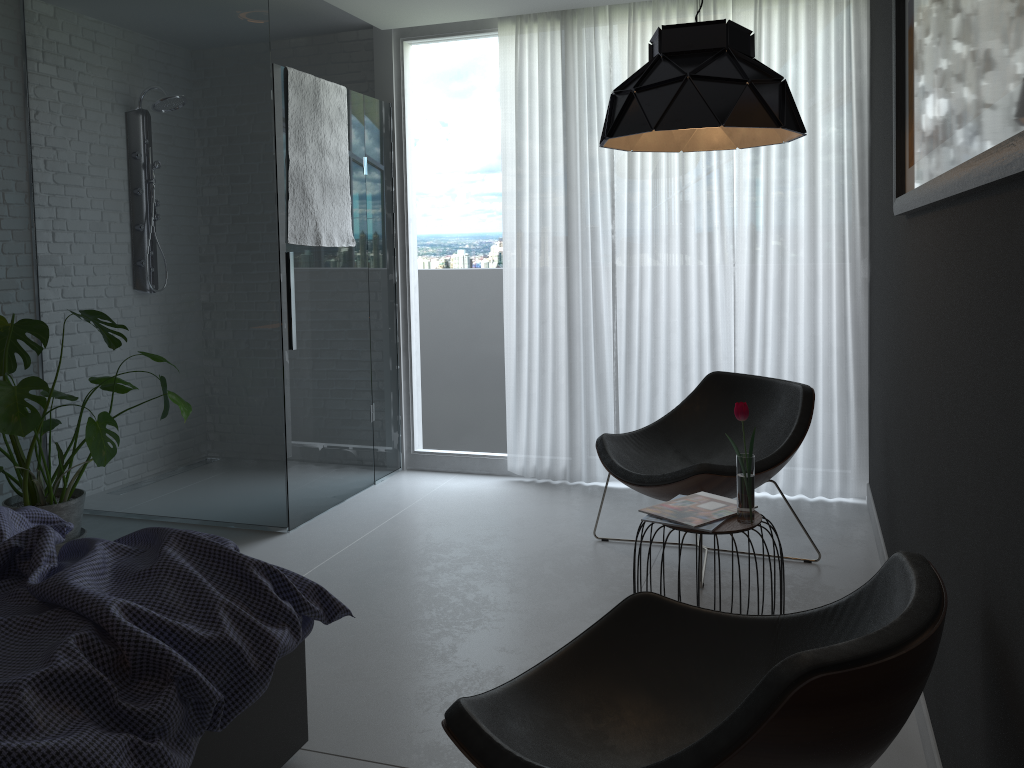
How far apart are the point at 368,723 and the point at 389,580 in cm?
105

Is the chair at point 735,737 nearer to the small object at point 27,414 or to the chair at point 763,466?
the chair at point 763,466

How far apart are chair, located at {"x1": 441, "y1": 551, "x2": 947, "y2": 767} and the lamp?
1.2 meters

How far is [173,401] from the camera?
3.60m

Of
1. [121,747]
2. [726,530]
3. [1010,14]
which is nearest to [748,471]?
[726,530]

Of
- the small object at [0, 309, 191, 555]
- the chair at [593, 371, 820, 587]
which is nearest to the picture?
the chair at [593, 371, 820, 587]

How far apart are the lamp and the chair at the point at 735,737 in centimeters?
118cm

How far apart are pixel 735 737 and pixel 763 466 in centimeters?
220cm

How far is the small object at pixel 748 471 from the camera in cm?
262

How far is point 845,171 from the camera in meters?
4.2 m
